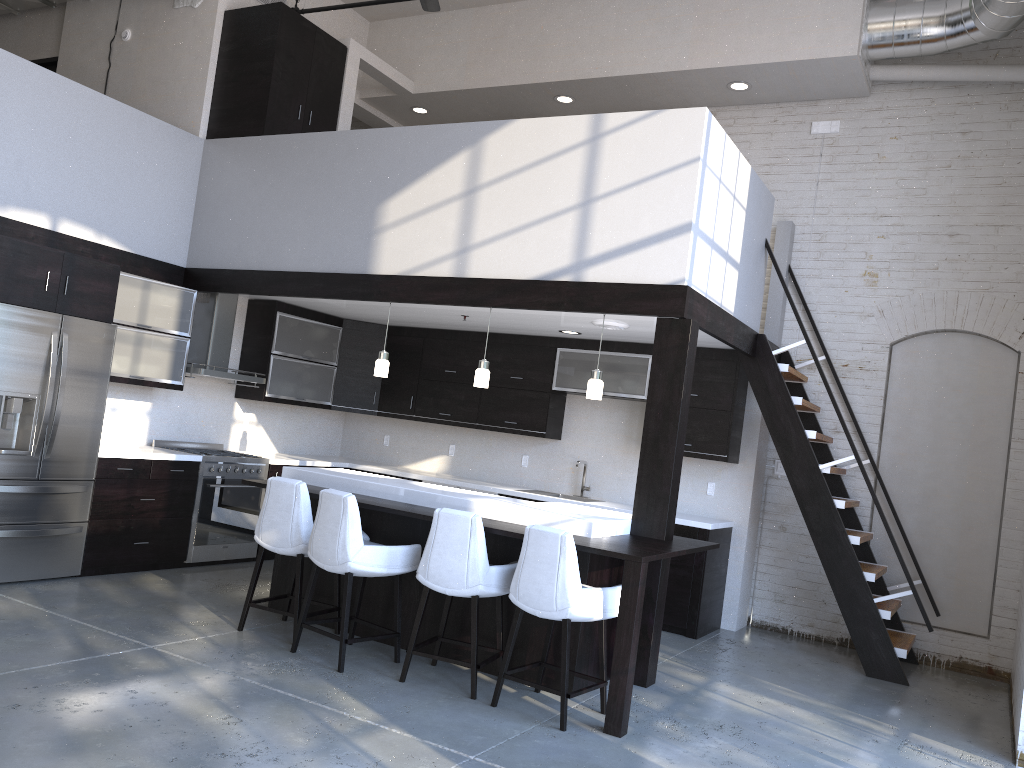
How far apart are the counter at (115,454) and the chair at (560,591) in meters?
3.4 m

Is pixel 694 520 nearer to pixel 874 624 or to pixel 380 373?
pixel 874 624

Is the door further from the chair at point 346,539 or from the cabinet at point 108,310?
the chair at point 346,539

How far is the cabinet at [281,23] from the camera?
7.3m

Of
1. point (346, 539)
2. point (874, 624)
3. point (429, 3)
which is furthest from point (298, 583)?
point (429, 3)

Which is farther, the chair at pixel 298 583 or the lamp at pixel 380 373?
the lamp at pixel 380 373

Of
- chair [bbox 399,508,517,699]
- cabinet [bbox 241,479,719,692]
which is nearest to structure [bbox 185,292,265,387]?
cabinet [bbox 241,479,719,692]

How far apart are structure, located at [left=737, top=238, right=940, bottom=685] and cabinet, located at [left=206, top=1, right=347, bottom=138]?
4.2m

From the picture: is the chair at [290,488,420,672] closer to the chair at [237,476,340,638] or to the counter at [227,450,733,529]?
the chair at [237,476,340,638]

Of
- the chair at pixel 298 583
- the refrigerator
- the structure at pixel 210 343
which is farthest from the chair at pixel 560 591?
the structure at pixel 210 343
